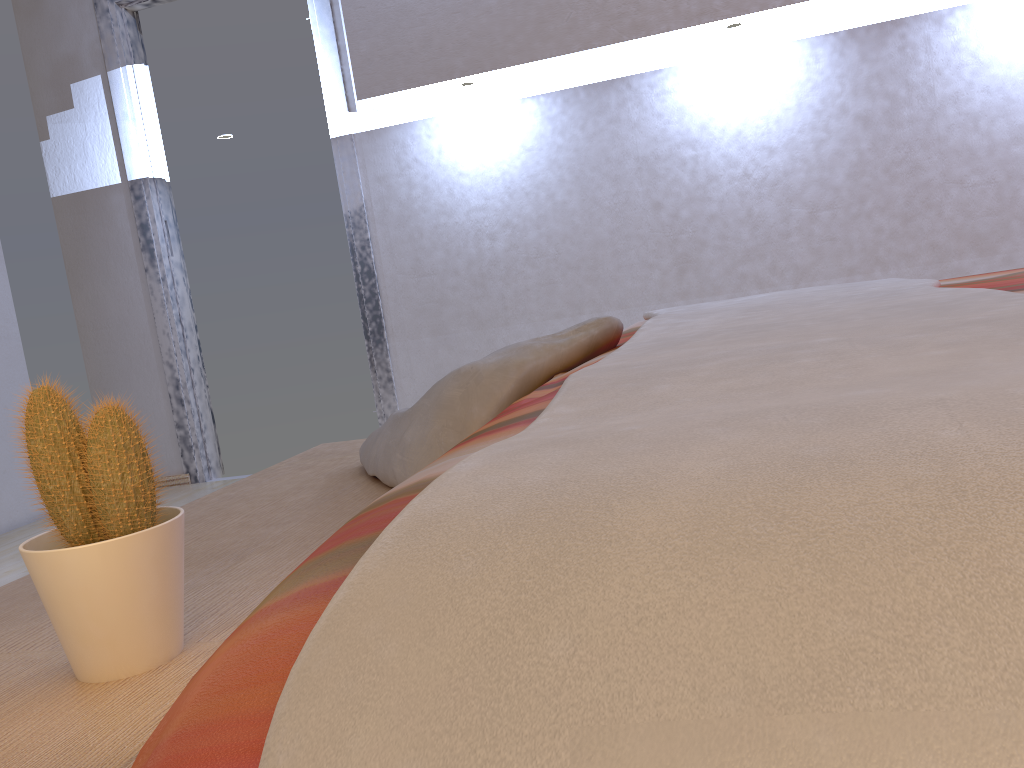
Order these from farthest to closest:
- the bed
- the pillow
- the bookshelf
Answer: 1. the pillow
2. the bookshelf
3. the bed

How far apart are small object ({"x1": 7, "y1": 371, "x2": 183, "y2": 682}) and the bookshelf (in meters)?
0.01

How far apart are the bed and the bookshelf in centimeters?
27cm

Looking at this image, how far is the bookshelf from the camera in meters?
0.7 m

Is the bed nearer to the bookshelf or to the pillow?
the pillow

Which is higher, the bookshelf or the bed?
the bed

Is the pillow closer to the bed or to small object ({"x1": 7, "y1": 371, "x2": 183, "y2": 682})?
Result: the bed

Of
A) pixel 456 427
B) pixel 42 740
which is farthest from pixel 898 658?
pixel 456 427

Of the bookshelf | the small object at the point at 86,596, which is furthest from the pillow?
the small object at the point at 86,596

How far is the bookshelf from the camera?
0.7m
